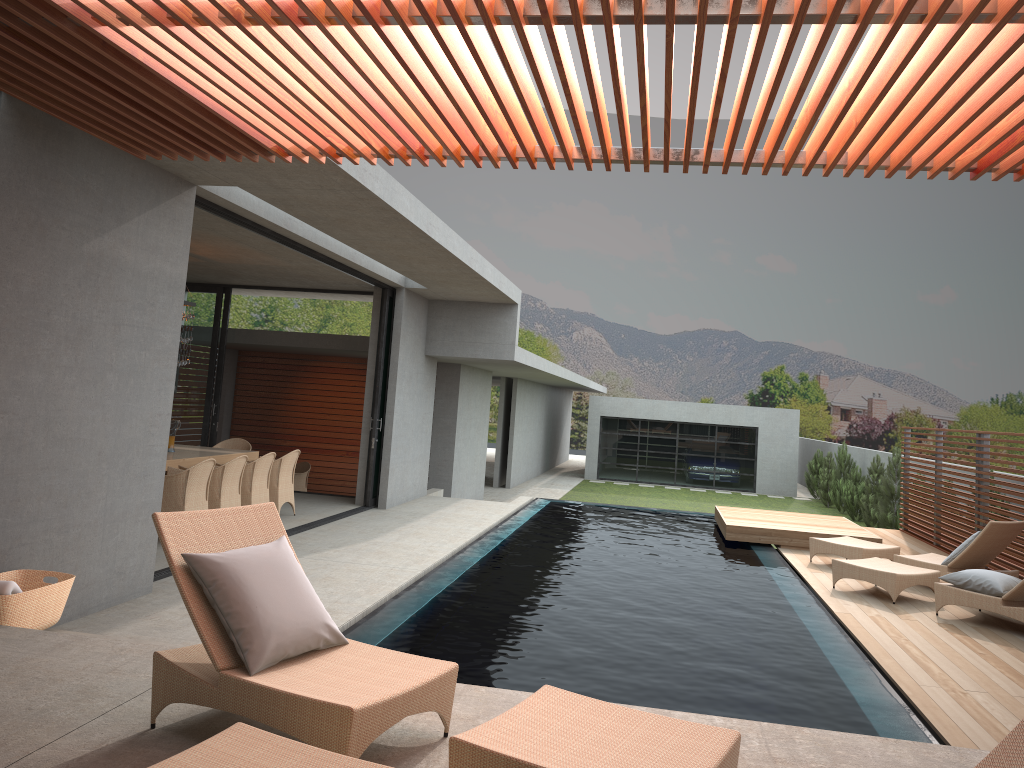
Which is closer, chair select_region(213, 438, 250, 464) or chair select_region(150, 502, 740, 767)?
chair select_region(150, 502, 740, 767)

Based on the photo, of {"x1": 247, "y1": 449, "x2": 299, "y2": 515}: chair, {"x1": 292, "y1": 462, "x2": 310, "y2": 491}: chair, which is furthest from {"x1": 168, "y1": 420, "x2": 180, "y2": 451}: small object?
{"x1": 247, "y1": 449, "x2": 299, "y2": 515}: chair

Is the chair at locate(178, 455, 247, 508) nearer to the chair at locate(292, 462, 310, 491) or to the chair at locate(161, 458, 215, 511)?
the chair at locate(161, 458, 215, 511)

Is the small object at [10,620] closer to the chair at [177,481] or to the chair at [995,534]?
the chair at [177,481]

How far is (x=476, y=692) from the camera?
4.3m

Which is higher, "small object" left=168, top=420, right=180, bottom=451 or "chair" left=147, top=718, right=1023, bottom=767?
"chair" left=147, top=718, right=1023, bottom=767

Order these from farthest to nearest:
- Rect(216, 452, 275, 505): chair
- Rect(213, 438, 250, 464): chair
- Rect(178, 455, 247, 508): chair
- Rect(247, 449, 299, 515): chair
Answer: Rect(213, 438, 250, 464): chair
Rect(247, 449, 299, 515): chair
Rect(216, 452, 275, 505): chair
Rect(178, 455, 247, 508): chair

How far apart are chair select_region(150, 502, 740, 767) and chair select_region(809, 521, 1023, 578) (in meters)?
7.23

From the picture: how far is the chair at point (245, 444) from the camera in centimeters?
1276cm

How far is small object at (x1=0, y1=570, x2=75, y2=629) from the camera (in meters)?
4.93
